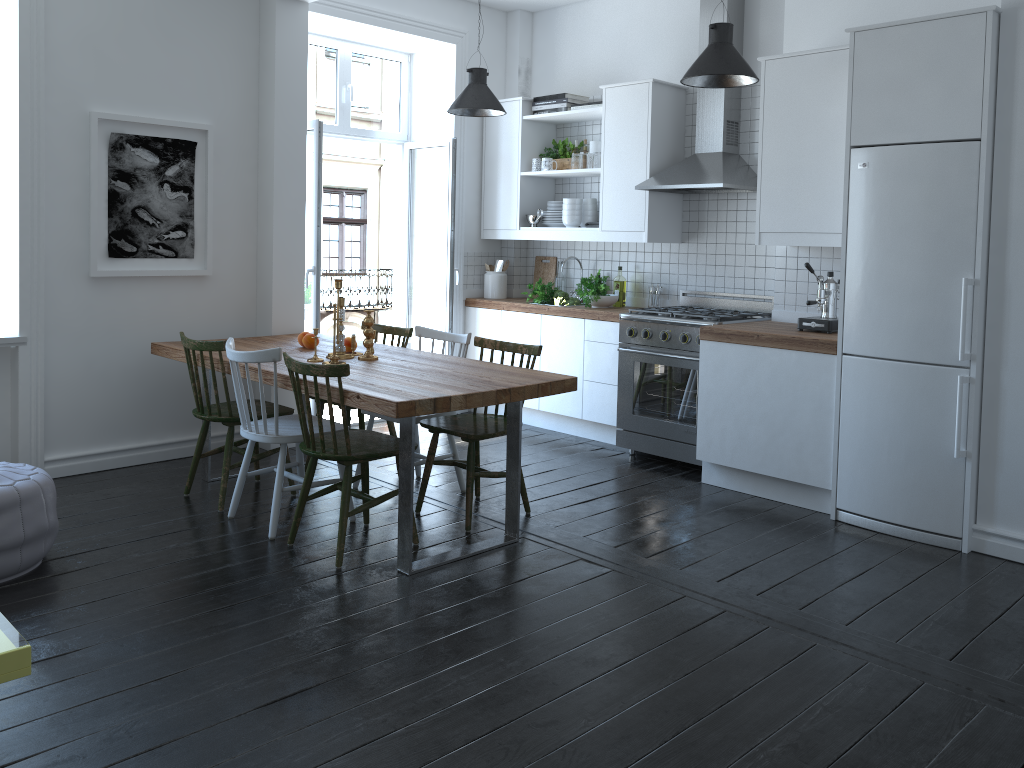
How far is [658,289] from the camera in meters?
5.9

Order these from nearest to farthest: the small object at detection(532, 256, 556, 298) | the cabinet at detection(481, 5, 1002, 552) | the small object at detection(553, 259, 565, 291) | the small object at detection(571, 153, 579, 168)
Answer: A: the cabinet at detection(481, 5, 1002, 552) → the small object at detection(571, 153, 579, 168) → the small object at detection(553, 259, 565, 291) → the small object at detection(532, 256, 556, 298)

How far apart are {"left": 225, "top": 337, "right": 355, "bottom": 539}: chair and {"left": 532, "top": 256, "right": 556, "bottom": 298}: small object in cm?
289

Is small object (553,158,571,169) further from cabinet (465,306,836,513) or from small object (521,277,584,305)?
cabinet (465,306,836,513)

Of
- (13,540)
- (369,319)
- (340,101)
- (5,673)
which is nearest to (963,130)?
(369,319)

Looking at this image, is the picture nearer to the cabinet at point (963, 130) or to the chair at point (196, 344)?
the chair at point (196, 344)

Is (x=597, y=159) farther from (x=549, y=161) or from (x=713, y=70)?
(x=713, y=70)

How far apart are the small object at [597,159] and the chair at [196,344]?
2.7m

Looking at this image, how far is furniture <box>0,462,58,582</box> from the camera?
3.34m

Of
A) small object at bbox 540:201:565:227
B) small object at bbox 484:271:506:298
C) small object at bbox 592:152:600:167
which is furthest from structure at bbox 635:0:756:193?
small object at bbox 484:271:506:298
